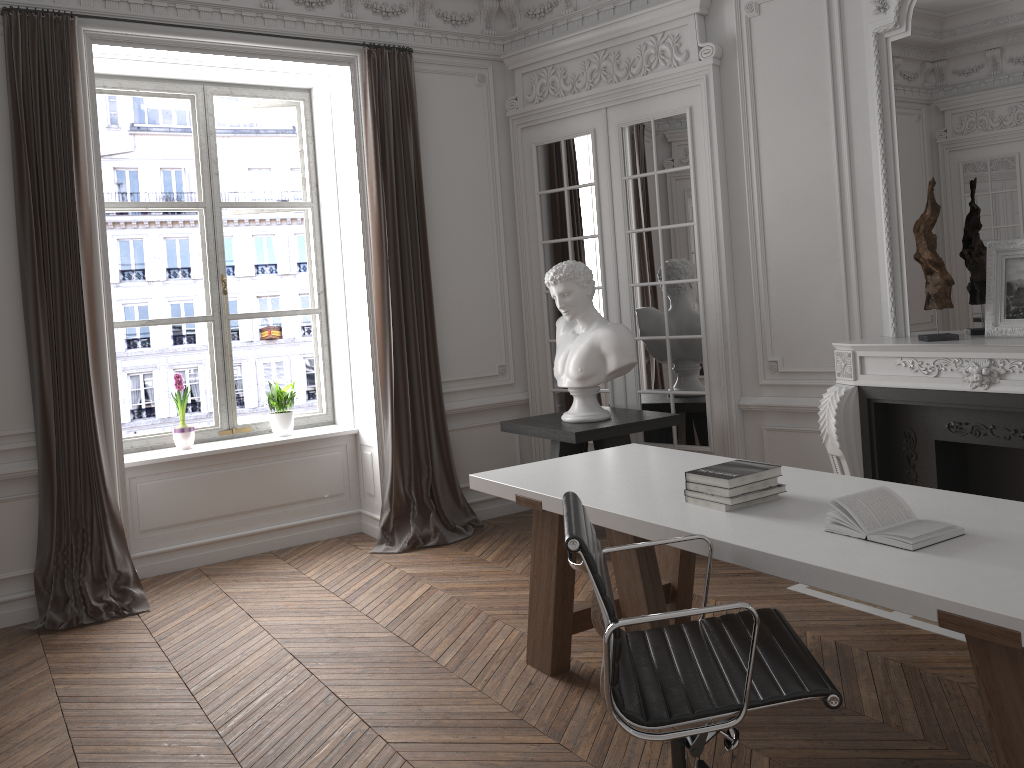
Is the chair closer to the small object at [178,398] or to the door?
the door

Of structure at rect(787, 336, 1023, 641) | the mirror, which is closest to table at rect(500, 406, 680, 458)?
structure at rect(787, 336, 1023, 641)

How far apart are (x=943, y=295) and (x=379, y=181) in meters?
3.2 m

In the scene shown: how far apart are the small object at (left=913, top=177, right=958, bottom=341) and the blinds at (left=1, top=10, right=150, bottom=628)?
4.08m

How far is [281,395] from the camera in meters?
5.7 m

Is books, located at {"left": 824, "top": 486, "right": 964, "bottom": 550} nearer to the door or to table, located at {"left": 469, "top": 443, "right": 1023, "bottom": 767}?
table, located at {"left": 469, "top": 443, "right": 1023, "bottom": 767}

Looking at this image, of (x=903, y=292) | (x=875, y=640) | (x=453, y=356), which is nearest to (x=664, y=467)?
(x=875, y=640)

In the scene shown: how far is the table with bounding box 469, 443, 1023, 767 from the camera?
2.0m

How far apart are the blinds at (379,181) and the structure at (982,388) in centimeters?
216cm

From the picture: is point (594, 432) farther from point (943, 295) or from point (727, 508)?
point (727, 508)
